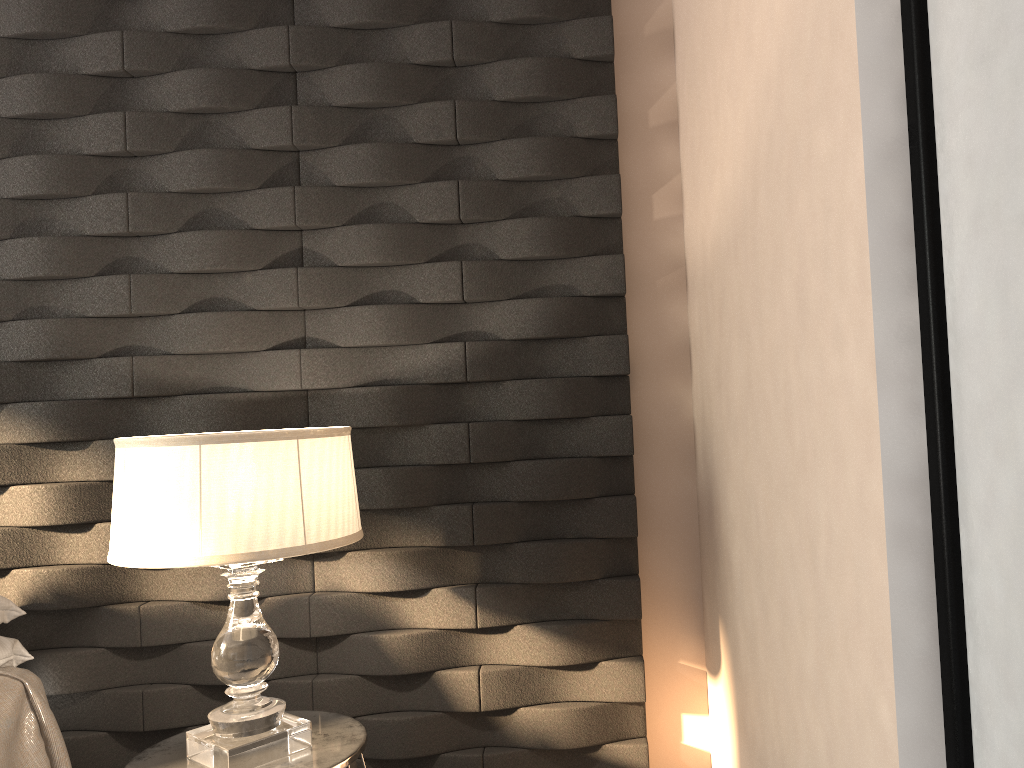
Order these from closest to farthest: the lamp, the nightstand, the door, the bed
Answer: the door, the lamp, the nightstand, the bed

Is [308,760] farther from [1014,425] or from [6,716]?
[1014,425]

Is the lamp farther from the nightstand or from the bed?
the bed

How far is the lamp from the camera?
1.59m

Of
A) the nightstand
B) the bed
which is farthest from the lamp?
the bed

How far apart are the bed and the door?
1.95m

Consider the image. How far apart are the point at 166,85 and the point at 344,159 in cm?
50

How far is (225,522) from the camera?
1.6 meters

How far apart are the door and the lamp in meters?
1.2 m

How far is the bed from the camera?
2.0 meters
